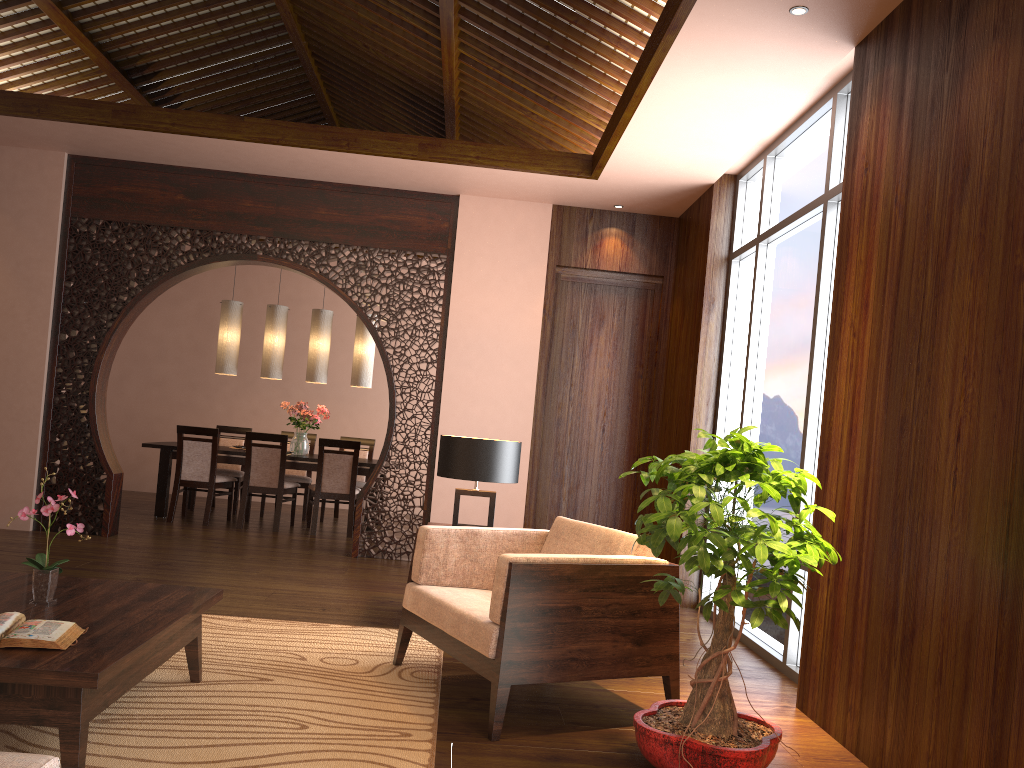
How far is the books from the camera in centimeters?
236cm

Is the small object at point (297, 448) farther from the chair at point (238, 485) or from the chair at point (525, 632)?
the chair at point (525, 632)

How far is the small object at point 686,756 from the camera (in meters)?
2.68

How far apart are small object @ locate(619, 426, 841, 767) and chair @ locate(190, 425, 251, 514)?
5.9m

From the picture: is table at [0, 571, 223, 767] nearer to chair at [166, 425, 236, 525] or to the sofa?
the sofa

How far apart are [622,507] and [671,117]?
3.1m

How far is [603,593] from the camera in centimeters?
319cm

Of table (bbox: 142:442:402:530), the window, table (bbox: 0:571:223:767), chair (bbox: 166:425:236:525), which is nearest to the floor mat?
table (bbox: 0:571:223:767)

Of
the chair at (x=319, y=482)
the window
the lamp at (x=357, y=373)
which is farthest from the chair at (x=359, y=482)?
the window

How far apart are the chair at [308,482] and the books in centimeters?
613cm
